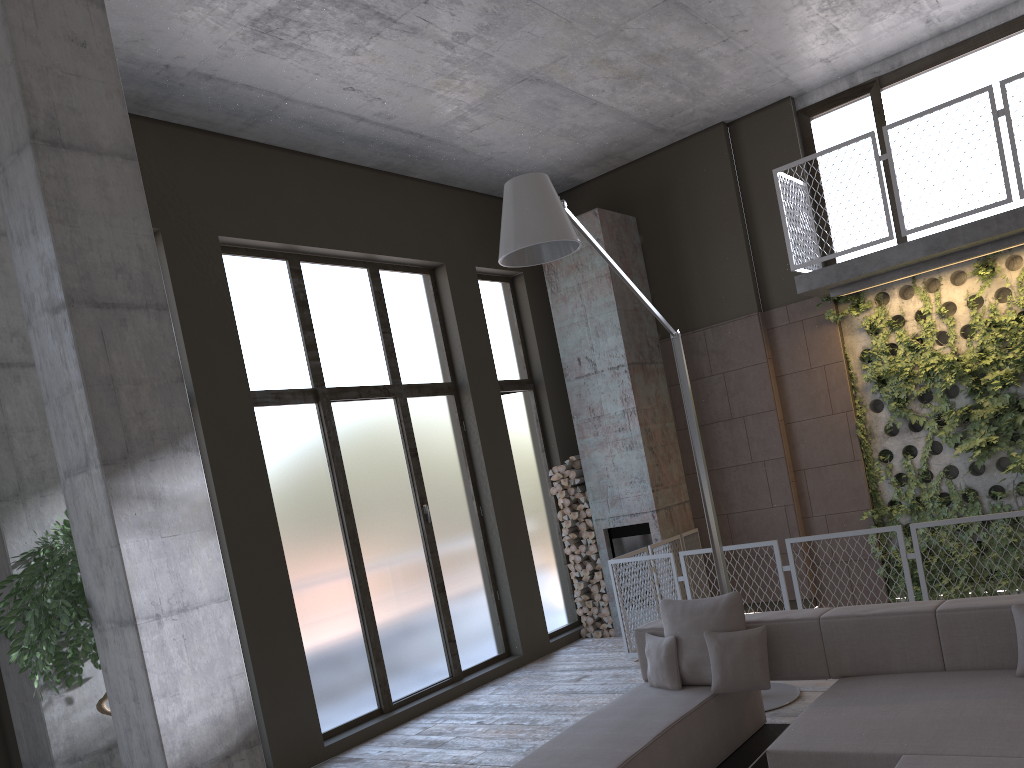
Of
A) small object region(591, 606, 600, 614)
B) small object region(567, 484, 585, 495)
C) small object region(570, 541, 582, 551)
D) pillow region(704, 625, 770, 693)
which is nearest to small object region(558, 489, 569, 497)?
small object region(567, 484, 585, 495)

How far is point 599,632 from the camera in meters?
9.6 m

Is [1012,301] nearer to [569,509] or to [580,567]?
[569,509]

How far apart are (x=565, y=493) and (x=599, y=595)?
1.2 meters

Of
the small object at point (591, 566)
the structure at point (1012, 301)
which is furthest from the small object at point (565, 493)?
the structure at point (1012, 301)

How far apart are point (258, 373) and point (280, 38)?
2.7 meters

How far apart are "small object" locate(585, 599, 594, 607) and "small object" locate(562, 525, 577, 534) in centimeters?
81cm

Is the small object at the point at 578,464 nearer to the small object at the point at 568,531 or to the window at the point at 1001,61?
the small object at the point at 568,531

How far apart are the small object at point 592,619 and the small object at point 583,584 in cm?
37

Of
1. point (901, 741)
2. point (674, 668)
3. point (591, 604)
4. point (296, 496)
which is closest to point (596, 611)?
point (591, 604)
